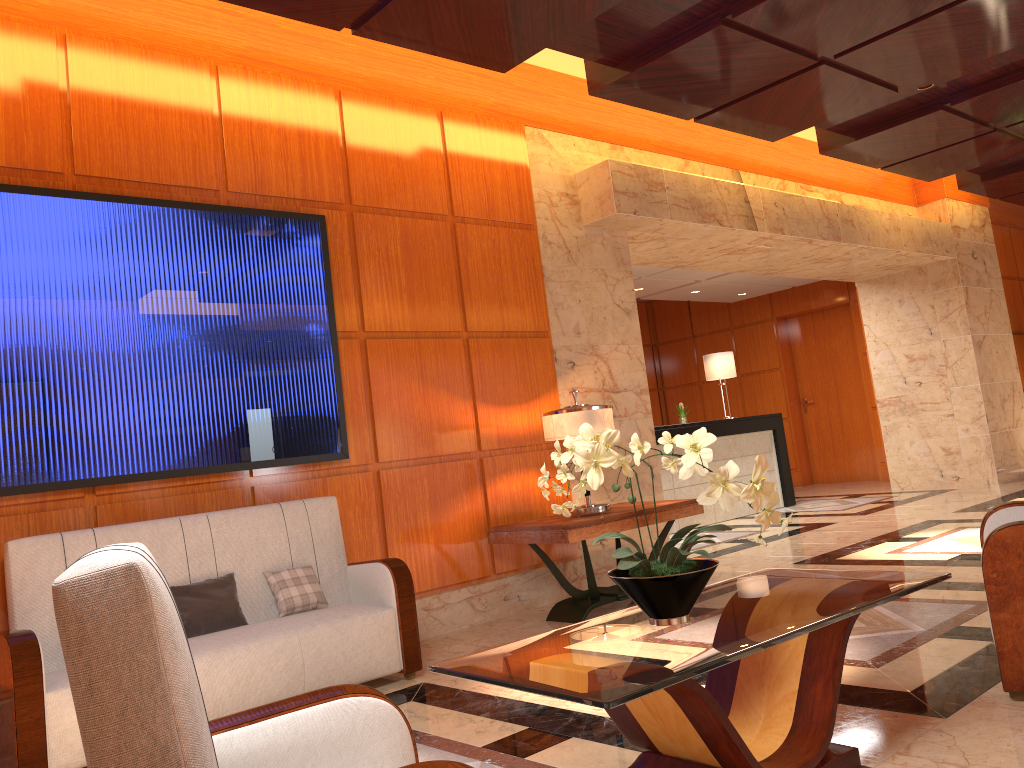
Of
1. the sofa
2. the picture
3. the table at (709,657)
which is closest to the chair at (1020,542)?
the table at (709,657)

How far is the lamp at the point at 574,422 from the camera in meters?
5.4 m

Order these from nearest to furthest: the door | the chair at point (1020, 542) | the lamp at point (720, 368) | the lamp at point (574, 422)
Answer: the chair at point (1020, 542), the lamp at point (574, 422), the lamp at point (720, 368), the door

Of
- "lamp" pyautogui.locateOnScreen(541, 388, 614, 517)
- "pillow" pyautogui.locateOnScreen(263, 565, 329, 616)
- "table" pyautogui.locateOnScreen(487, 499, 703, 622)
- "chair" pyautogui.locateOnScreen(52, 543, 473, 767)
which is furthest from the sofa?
"chair" pyautogui.locateOnScreen(52, 543, 473, 767)

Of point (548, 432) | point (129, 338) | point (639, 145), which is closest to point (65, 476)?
point (129, 338)

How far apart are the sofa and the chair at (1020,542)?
2.6 meters

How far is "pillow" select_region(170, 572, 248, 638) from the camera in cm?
405

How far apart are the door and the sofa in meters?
10.7 m

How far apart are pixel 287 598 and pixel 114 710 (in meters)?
3.22

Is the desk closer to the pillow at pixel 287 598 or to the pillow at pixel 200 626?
the pillow at pixel 287 598
